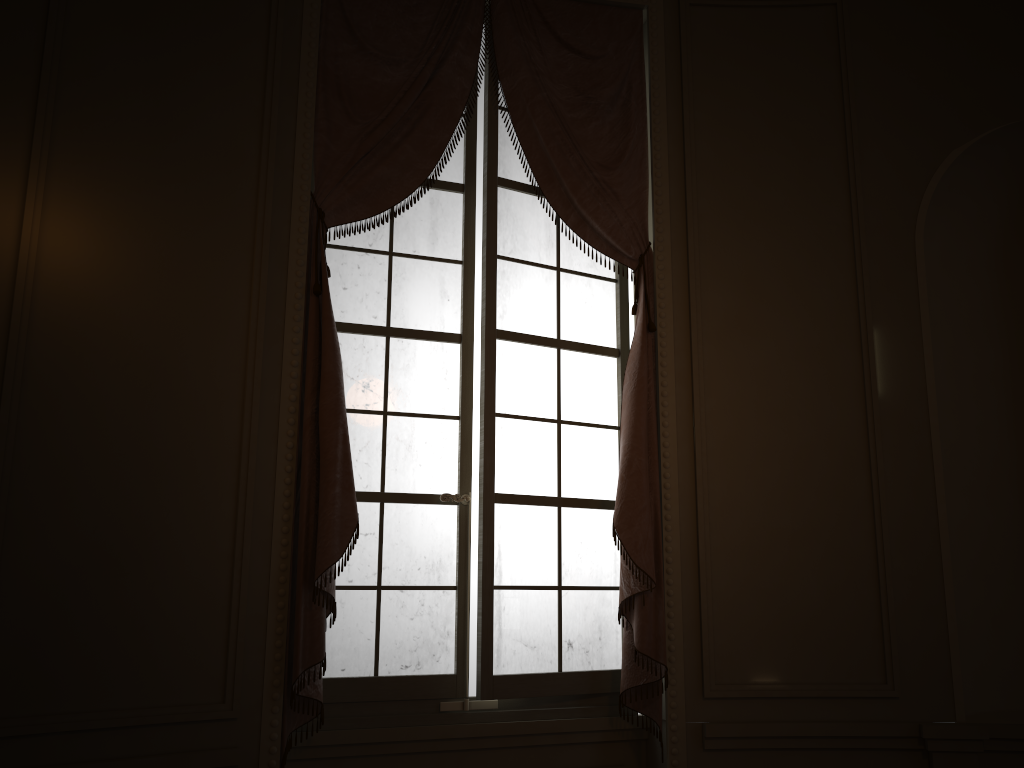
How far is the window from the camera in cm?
312

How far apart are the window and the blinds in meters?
0.1

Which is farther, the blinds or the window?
the window

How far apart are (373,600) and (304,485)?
0.56m

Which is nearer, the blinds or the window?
the blinds

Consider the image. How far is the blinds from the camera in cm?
279

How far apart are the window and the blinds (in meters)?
0.07

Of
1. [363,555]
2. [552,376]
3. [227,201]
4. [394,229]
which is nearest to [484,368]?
[552,376]

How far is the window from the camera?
3.12m
